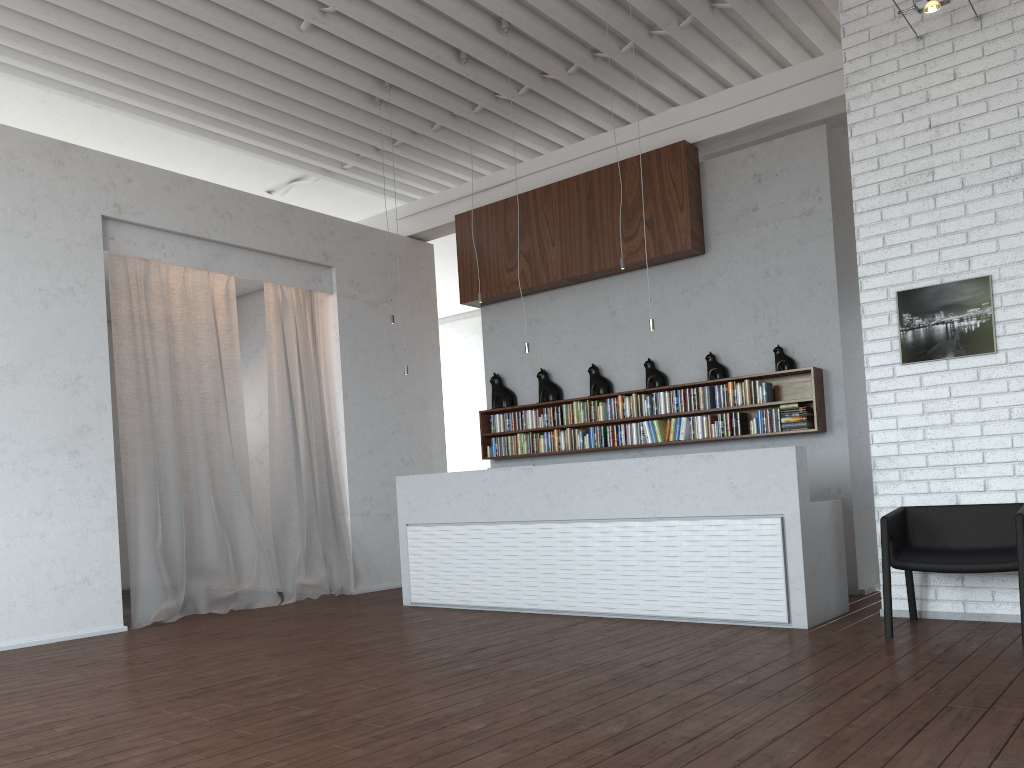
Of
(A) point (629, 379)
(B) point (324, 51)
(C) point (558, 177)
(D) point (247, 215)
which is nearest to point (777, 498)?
(A) point (629, 379)
